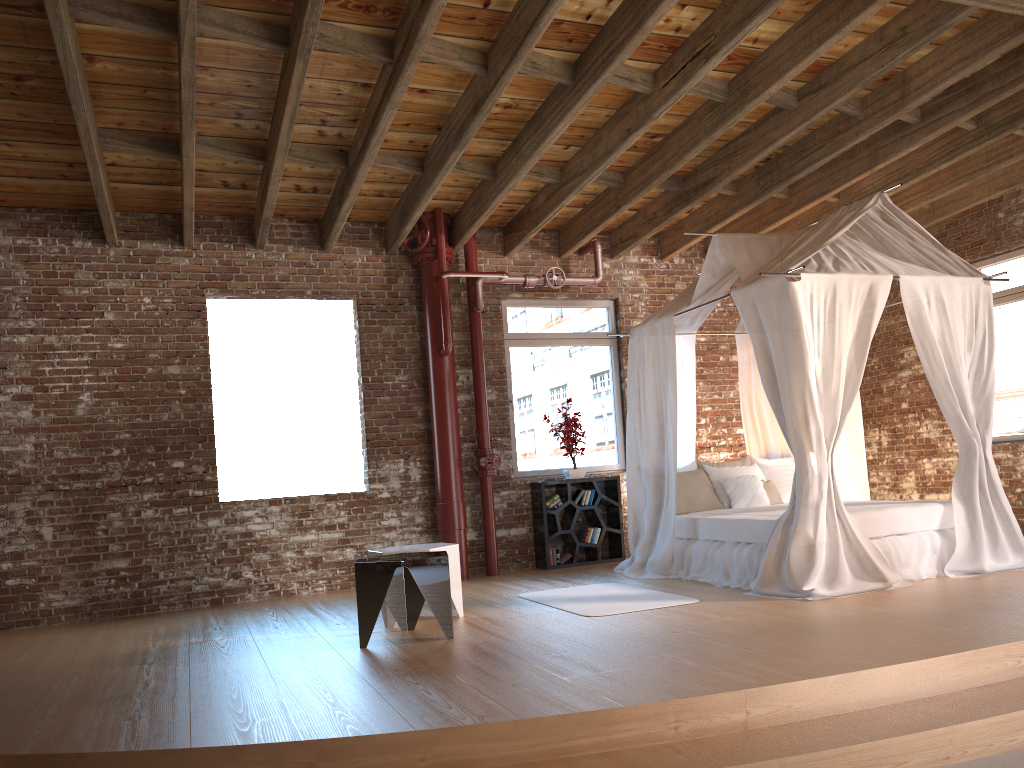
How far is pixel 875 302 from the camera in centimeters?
590cm

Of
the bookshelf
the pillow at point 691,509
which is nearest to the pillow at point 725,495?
the pillow at point 691,509

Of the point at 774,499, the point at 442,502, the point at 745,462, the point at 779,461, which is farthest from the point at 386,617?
the point at 779,461

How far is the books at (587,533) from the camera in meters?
8.5 m

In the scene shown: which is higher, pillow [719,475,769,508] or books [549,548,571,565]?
pillow [719,475,769,508]

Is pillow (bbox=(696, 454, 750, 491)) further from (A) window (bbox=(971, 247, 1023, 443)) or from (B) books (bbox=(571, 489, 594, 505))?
(A) window (bbox=(971, 247, 1023, 443))

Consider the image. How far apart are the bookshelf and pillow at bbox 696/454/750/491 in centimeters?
127cm

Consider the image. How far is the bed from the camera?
5.6 meters

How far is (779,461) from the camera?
8.13m

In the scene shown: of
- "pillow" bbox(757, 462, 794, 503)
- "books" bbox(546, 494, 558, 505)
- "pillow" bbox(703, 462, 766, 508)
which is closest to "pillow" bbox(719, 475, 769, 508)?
"pillow" bbox(703, 462, 766, 508)
